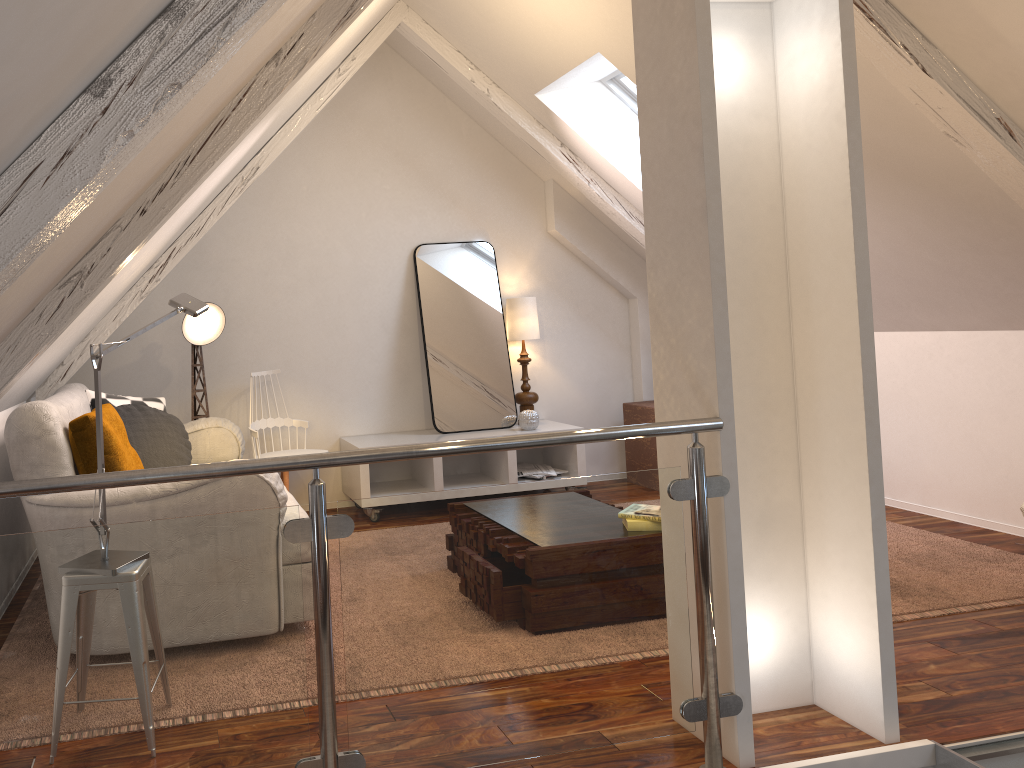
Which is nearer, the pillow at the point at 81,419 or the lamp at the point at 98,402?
the lamp at the point at 98,402

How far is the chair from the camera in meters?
4.1

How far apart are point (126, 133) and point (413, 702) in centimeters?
122cm

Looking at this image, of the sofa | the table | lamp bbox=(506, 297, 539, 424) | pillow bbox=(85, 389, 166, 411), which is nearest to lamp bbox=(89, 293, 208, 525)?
the sofa

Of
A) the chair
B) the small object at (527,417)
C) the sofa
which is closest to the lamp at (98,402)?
the sofa

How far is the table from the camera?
4.9m

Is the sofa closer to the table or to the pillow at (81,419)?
the pillow at (81,419)

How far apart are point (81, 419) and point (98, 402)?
0.6 meters

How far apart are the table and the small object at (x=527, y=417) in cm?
70

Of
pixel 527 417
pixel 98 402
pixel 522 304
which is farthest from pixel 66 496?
pixel 522 304
